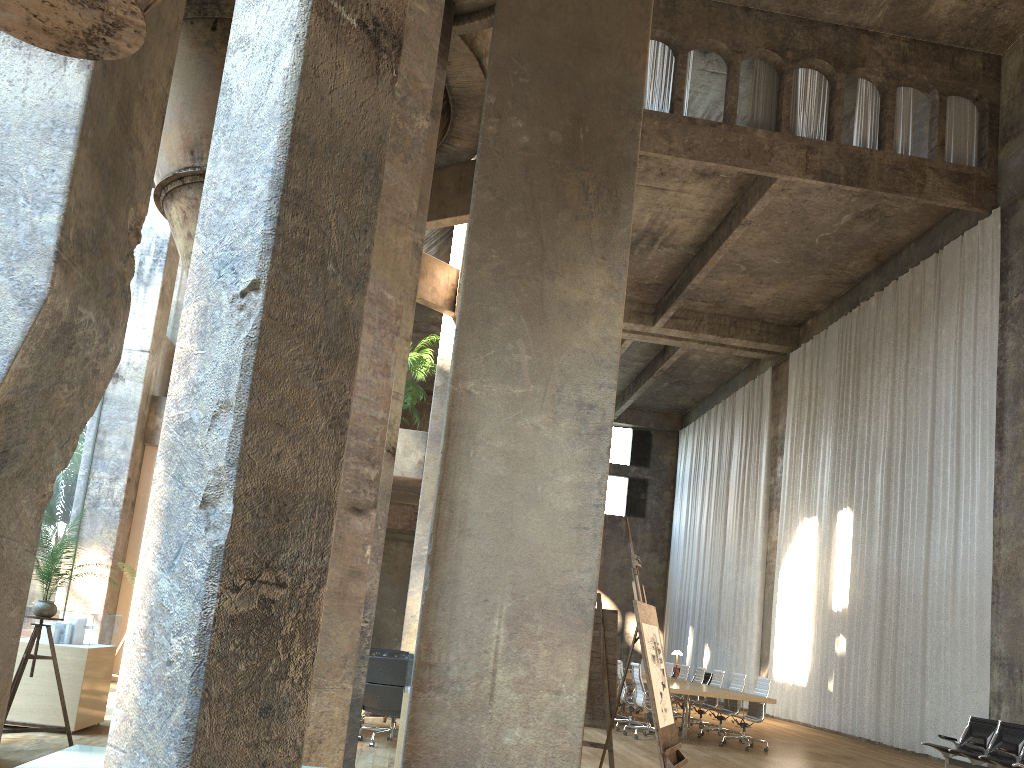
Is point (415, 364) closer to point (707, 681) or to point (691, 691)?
point (691, 691)

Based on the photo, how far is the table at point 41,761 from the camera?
3.30m

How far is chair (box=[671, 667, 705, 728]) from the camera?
14.8 meters

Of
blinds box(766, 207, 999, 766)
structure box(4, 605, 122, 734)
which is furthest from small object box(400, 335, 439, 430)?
blinds box(766, 207, 999, 766)

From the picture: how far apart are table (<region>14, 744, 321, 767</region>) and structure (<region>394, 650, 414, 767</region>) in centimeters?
281cm

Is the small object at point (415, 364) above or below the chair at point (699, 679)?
above

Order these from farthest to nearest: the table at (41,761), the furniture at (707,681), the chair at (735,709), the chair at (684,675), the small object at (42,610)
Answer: the furniture at (707,681), the chair at (684,675), the chair at (735,709), the small object at (42,610), the table at (41,761)

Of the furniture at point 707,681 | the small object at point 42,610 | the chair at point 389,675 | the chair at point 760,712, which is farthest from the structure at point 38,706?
the furniture at point 707,681

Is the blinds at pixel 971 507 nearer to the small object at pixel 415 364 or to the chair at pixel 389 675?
the small object at pixel 415 364

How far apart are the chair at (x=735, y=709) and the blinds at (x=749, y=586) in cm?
797
